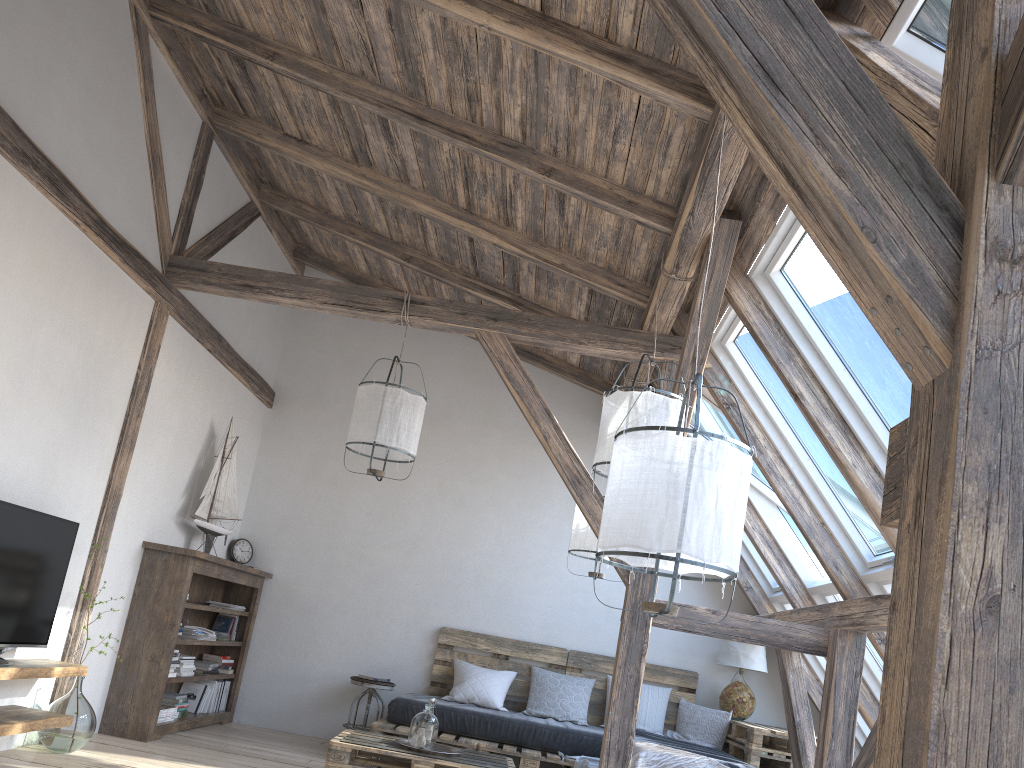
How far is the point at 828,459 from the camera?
4.6m

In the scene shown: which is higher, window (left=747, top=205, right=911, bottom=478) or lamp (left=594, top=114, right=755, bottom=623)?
window (left=747, top=205, right=911, bottom=478)

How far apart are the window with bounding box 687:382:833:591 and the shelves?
3.6m

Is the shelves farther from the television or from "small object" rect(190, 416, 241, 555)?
"small object" rect(190, 416, 241, 555)

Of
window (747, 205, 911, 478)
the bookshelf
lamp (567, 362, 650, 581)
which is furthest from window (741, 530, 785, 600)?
the bookshelf

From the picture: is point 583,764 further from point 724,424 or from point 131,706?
point 131,706

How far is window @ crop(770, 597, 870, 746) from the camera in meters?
6.1

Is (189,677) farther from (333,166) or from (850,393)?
(850,393)

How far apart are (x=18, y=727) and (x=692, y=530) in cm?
316

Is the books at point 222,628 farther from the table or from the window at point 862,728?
the window at point 862,728
